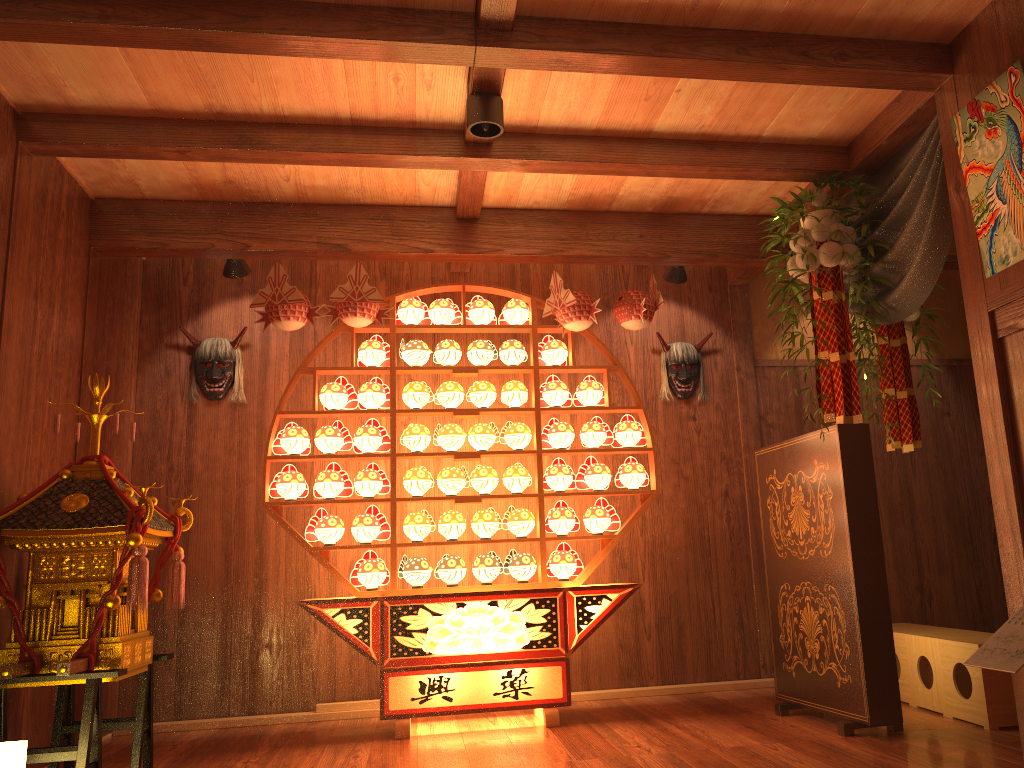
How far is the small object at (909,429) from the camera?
4.47m

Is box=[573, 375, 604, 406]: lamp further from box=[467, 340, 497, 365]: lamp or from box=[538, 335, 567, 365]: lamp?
box=[467, 340, 497, 365]: lamp

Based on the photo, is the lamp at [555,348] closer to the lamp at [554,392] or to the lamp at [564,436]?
the lamp at [554,392]

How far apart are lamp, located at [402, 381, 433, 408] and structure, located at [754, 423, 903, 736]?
1.7m

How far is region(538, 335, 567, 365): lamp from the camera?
4.6 meters

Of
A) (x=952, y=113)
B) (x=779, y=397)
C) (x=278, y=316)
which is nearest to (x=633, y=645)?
(x=779, y=397)

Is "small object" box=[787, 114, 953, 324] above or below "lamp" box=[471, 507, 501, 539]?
above

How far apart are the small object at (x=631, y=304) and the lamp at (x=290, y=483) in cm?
177

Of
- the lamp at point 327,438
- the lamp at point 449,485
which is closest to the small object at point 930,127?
the lamp at point 449,485

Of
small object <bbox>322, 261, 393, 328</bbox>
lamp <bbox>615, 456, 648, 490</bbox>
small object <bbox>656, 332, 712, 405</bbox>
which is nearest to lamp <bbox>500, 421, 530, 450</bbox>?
lamp <bbox>615, 456, 648, 490</bbox>
